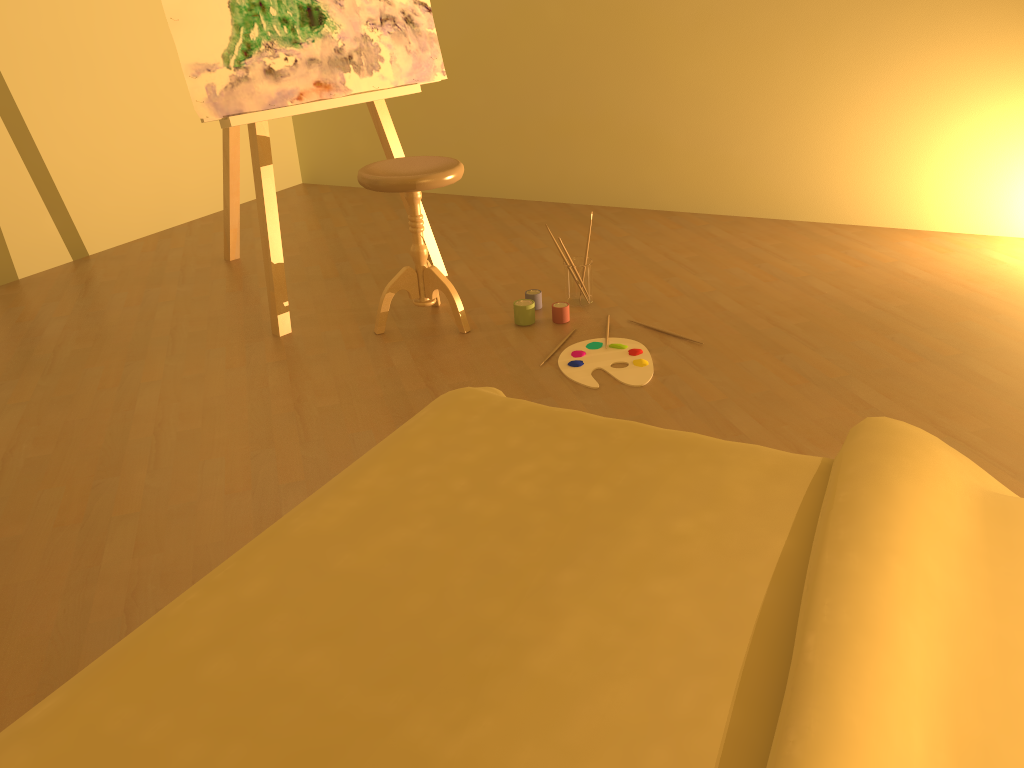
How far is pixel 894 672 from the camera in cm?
89

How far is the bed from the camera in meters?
0.9

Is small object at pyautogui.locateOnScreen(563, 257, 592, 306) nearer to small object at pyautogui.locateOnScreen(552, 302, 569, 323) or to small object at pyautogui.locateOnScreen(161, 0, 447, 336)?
small object at pyautogui.locateOnScreen(552, 302, 569, 323)

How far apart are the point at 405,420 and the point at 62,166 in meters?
2.5 m

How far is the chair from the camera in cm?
276

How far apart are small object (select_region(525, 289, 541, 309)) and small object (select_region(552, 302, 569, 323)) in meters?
0.1

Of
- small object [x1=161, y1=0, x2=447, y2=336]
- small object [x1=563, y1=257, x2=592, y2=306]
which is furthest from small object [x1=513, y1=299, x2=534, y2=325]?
small object [x1=161, y1=0, x2=447, y2=336]

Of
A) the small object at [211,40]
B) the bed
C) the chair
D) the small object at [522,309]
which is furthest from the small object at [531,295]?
the bed

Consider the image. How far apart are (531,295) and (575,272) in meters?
0.2

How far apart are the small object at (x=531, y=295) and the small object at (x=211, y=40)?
0.5m
